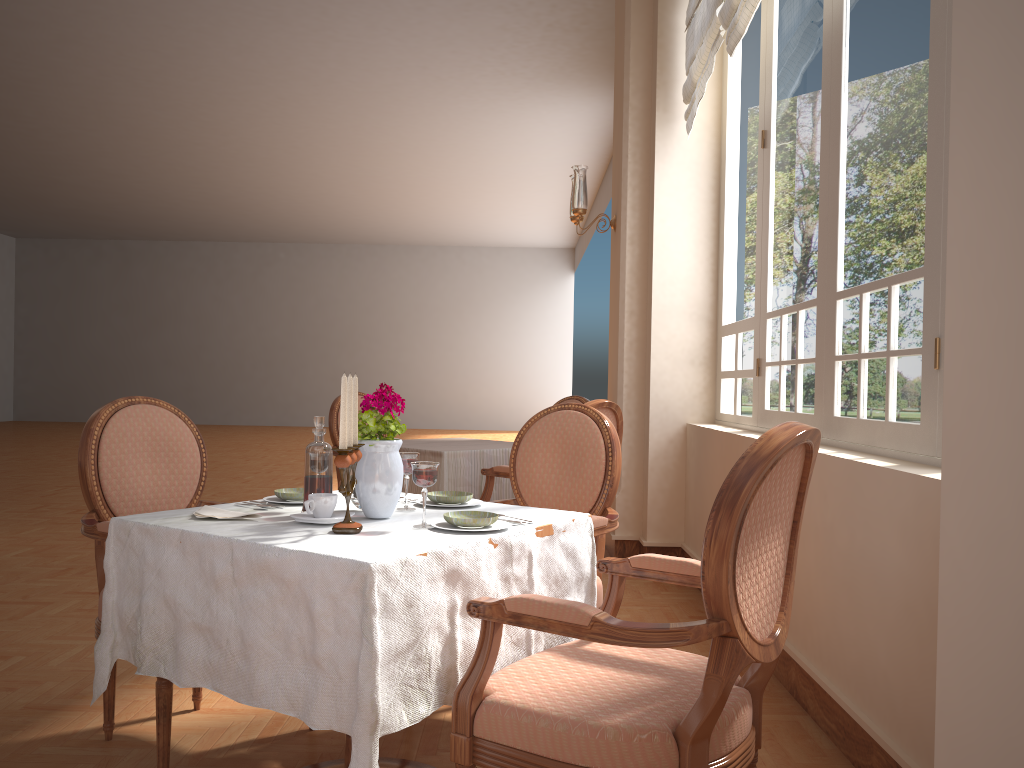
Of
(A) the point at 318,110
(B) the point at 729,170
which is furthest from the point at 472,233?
(B) the point at 729,170

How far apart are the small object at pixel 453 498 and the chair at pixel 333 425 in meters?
2.9 m

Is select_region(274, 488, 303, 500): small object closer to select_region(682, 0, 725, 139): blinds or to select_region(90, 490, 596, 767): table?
select_region(90, 490, 596, 767): table

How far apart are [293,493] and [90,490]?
0.6m

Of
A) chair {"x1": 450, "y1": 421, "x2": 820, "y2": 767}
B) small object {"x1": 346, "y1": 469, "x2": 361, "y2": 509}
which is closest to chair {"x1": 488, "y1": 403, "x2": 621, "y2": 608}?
chair {"x1": 450, "y1": 421, "x2": 820, "y2": 767}

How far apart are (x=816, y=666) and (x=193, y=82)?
8.59m

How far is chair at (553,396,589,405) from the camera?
5.2m

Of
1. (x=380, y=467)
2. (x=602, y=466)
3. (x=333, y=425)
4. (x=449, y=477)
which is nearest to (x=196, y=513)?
(x=380, y=467)

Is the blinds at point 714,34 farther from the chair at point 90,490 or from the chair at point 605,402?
the chair at point 90,490

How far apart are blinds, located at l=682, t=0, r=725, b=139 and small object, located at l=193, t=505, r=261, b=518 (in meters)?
3.04
